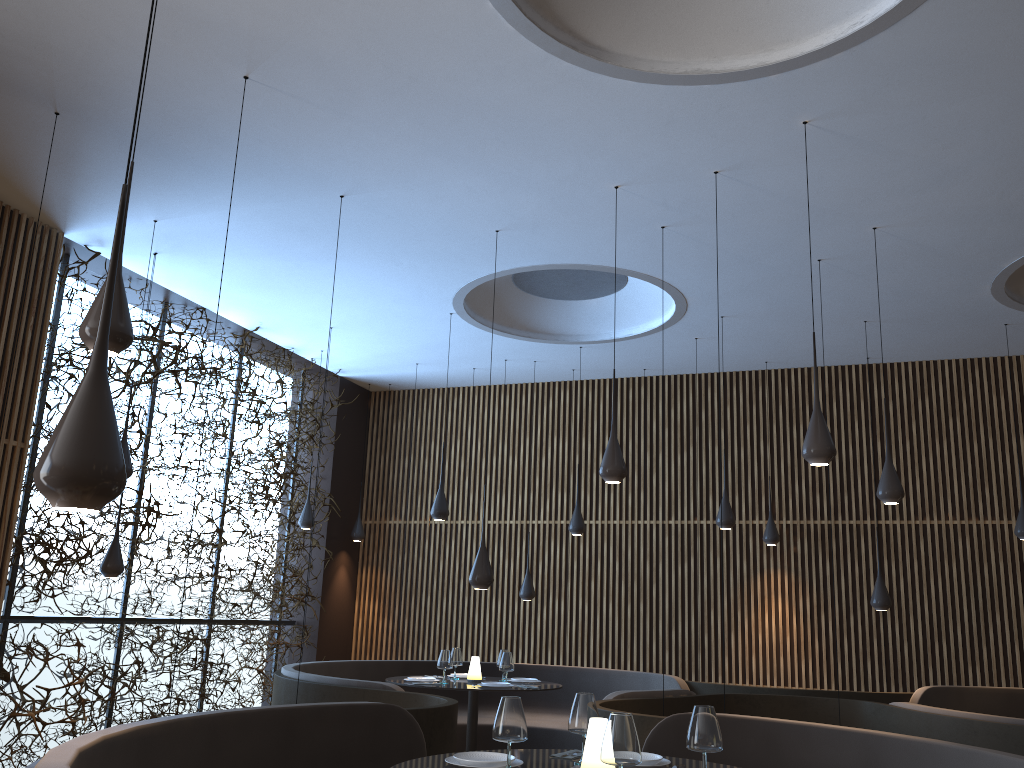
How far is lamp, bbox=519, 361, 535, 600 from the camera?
10.4m

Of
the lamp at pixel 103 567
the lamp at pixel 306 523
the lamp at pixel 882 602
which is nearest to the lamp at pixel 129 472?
the lamp at pixel 103 567

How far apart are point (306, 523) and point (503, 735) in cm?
743

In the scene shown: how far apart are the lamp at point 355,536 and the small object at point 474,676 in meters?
4.1

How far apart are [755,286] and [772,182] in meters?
2.1

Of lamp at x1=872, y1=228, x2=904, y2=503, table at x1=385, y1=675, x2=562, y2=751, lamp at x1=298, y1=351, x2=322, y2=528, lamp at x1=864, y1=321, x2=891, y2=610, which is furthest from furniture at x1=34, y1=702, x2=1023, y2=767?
lamp at x1=298, y1=351, x2=322, y2=528

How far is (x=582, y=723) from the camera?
3.80m

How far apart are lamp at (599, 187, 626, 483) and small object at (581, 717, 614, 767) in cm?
269

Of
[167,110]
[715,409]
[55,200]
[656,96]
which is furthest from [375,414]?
[656,96]

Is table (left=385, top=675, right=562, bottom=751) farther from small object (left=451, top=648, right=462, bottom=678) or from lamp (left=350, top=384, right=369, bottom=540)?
lamp (left=350, top=384, right=369, bottom=540)
